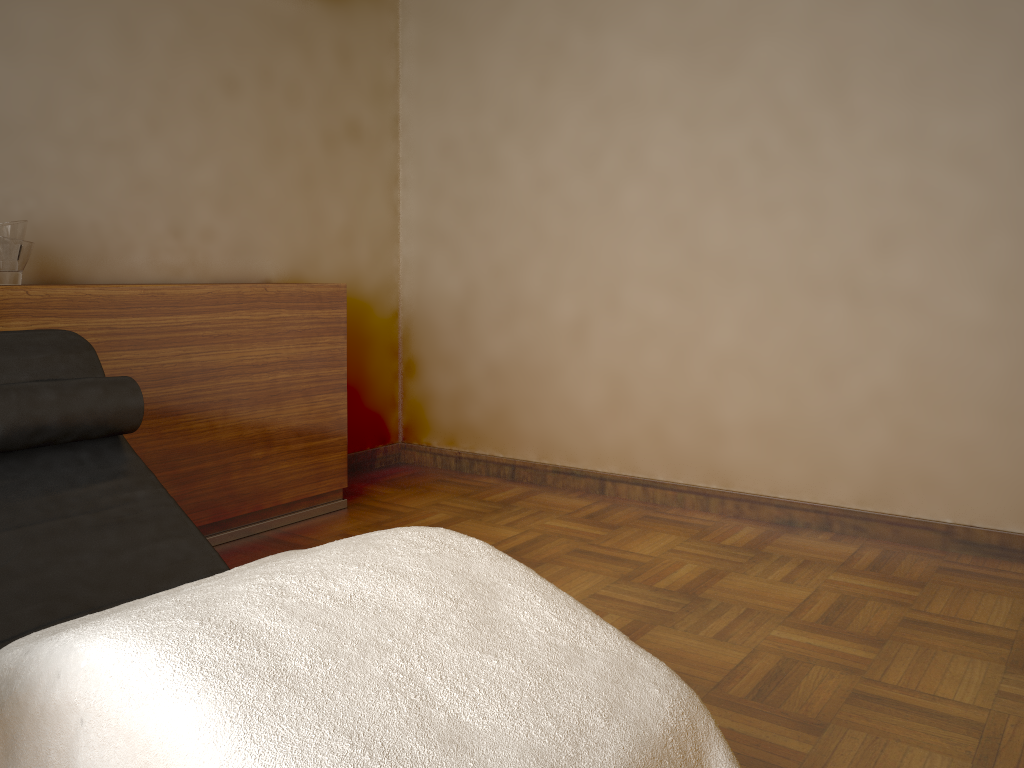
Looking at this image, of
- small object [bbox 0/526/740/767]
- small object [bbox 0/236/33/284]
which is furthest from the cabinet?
small object [bbox 0/526/740/767]

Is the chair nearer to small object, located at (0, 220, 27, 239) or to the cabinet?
the cabinet

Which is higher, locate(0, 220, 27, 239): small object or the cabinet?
locate(0, 220, 27, 239): small object

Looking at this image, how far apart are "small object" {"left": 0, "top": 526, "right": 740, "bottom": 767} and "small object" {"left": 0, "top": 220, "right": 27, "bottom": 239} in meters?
1.6 m

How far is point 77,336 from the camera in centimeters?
208cm

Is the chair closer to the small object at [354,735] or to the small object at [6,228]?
the small object at [354,735]

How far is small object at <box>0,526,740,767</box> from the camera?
1.0m

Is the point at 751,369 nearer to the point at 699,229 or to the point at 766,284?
the point at 766,284

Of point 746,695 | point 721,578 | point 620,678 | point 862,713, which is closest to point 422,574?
point 620,678

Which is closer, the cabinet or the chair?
the chair
